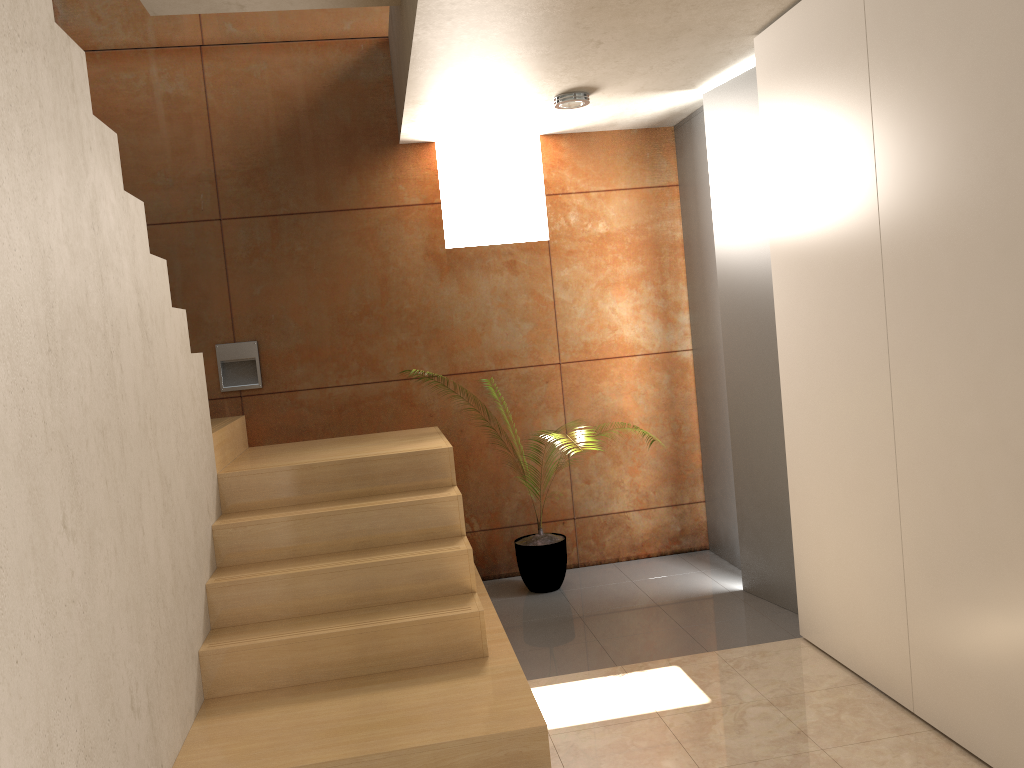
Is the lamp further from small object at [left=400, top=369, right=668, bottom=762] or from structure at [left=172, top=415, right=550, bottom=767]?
small object at [left=400, top=369, right=668, bottom=762]

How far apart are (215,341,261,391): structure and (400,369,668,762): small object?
1.7m

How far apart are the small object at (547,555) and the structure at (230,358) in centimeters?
168cm

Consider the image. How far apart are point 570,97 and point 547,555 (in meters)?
2.34

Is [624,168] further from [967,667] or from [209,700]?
[209,700]

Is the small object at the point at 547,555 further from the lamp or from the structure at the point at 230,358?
the lamp

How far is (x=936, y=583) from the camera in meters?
2.7 m

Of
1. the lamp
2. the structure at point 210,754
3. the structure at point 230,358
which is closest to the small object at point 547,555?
the structure at point 210,754

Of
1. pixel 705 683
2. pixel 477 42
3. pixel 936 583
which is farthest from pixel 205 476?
pixel 936 583

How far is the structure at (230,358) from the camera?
4.85m
